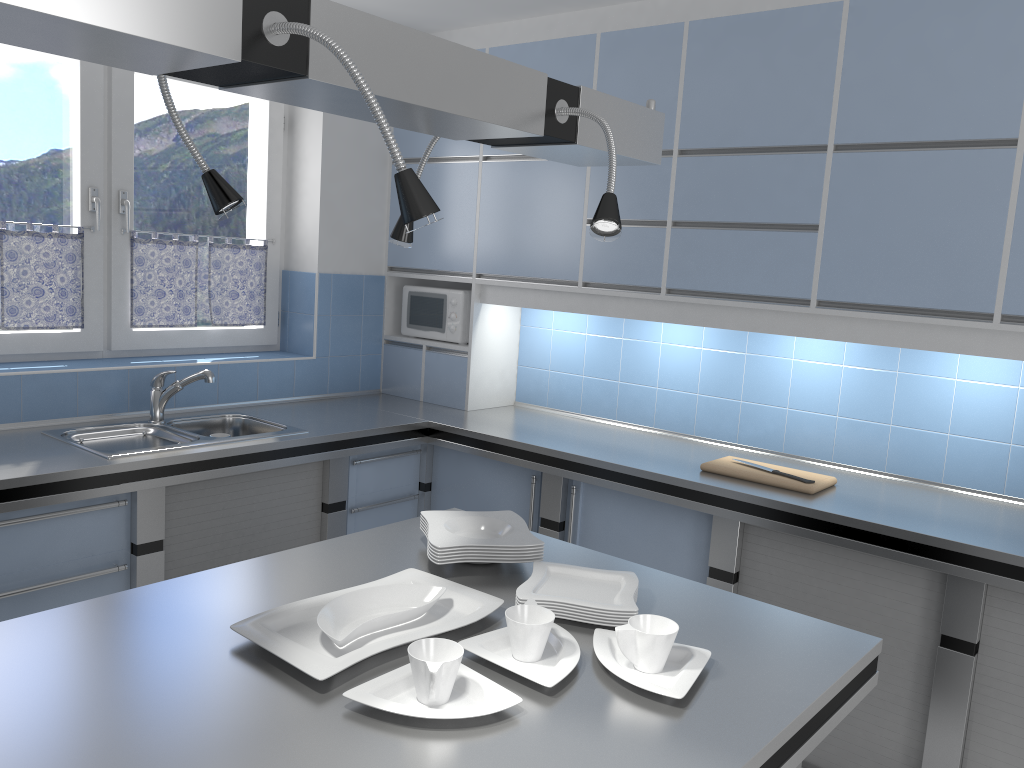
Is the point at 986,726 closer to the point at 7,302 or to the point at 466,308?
the point at 466,308

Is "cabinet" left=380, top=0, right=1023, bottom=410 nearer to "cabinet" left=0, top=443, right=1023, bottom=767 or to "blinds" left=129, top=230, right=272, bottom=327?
"cabinet" left=0, top=443, right=1023, bottom=767

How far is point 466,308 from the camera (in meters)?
4.22

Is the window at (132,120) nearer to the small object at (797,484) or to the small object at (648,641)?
the small object at (797,484)

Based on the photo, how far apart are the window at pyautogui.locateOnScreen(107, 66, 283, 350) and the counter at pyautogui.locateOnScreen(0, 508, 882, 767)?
1.98m

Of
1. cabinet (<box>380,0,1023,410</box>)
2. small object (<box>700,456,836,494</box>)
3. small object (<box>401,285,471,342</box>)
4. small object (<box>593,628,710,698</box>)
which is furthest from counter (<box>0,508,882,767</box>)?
Answer: small object (<box>401,285,471,342</box>)

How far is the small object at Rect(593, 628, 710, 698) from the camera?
1.50m

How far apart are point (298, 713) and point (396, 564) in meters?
0.7 m

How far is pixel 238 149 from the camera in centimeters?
409cm

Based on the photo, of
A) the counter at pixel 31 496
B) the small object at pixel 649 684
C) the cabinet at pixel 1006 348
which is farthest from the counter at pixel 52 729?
the cabinet at pixel 1006 348
